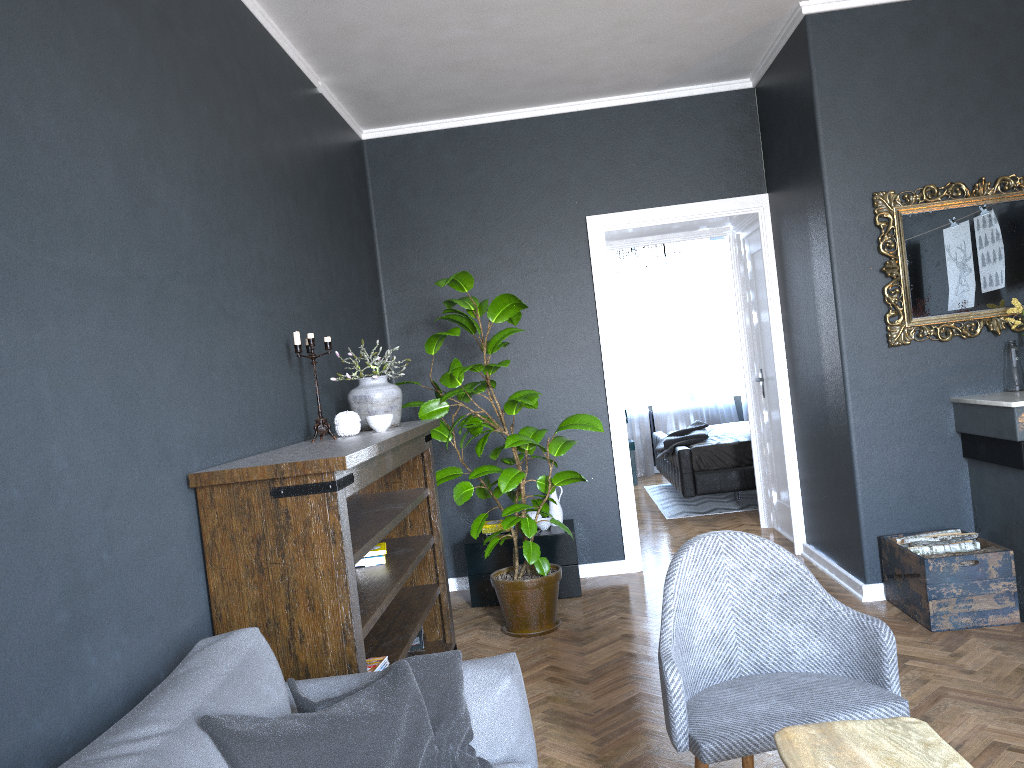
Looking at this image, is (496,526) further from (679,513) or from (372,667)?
(679,513)

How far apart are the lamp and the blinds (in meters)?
1.29

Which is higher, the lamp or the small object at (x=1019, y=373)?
the lamp

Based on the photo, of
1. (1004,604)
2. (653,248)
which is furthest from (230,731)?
(653,248)

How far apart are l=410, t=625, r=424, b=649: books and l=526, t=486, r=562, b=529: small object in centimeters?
129cm

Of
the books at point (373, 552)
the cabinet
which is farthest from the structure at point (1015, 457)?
the books at point (373, 552)

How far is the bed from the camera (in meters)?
7.34

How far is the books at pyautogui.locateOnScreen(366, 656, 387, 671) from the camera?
2.9 meters

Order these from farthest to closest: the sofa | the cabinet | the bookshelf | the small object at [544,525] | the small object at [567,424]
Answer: the small object at [544,525]
the cabinet
the small object at [567,424]
the bookshelf
the sofa

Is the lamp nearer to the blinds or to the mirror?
the blinds
